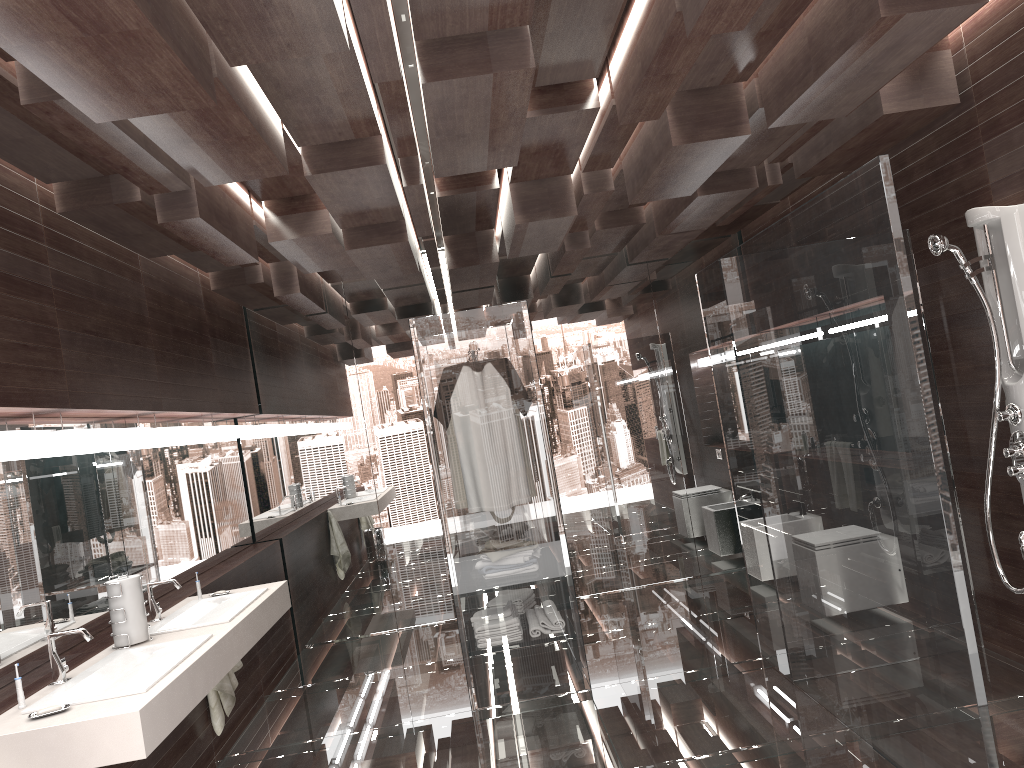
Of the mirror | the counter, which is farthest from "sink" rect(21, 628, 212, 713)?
the mirror

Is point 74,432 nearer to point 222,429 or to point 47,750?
point 47,750

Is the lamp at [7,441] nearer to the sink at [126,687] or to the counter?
the sink at [126,687]

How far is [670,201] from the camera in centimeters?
516cm

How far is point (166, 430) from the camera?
4.5 meters

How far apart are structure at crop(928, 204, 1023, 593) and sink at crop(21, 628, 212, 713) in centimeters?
313cm

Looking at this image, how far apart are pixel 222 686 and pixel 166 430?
1.3m

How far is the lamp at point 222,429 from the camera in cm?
556

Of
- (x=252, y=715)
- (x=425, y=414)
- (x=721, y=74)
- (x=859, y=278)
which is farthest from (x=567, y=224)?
(x=252, y=715)

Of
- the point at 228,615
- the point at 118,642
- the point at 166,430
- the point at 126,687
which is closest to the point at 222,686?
the point at 228,615
